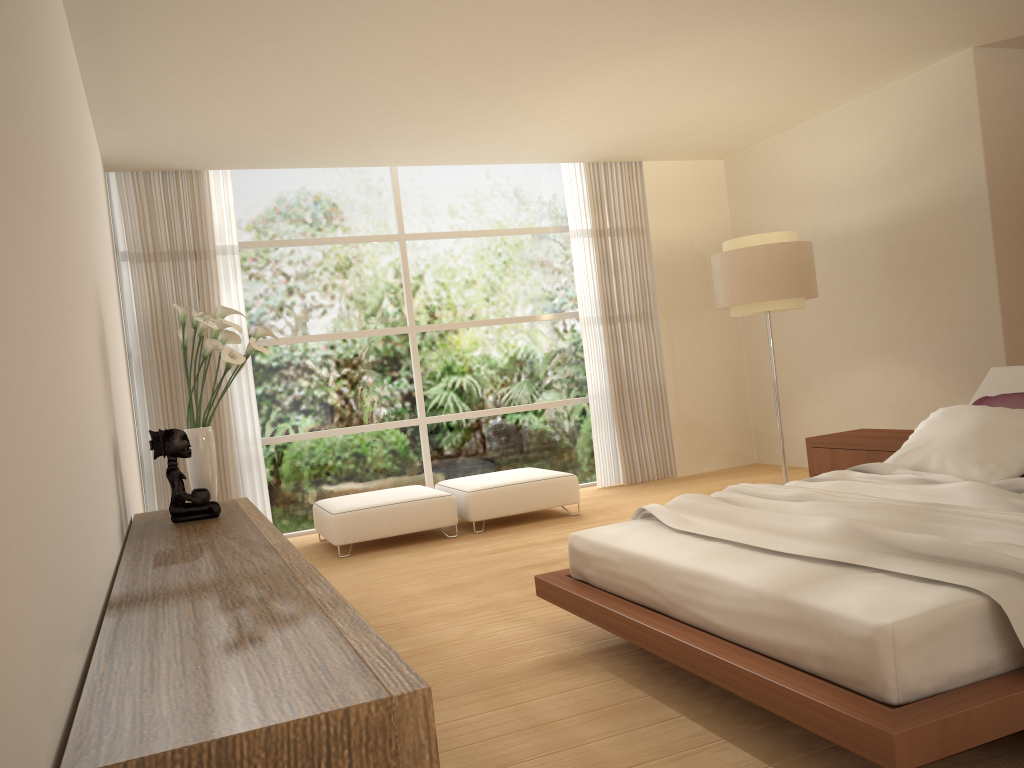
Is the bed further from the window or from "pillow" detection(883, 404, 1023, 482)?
the window

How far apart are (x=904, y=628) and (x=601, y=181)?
6.7m

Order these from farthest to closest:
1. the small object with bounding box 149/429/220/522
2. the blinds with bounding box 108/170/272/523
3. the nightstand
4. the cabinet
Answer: the blinds with bounding box 108/170/272/523
the nightstand
the small object with bounding box 149/429/220/522
the cabinet

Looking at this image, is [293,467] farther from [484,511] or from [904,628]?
[904,628]

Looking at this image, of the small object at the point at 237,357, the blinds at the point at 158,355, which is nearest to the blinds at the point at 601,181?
the blinds at the point at 158,355

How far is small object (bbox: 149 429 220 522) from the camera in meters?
4.1

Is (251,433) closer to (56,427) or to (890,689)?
(56,427)

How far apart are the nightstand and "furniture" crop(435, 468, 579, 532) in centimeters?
191cm

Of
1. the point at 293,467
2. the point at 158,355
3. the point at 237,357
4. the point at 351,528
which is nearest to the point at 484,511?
the point at 351,528

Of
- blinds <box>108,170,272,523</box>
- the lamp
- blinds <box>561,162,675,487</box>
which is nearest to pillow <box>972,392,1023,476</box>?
the lamp
